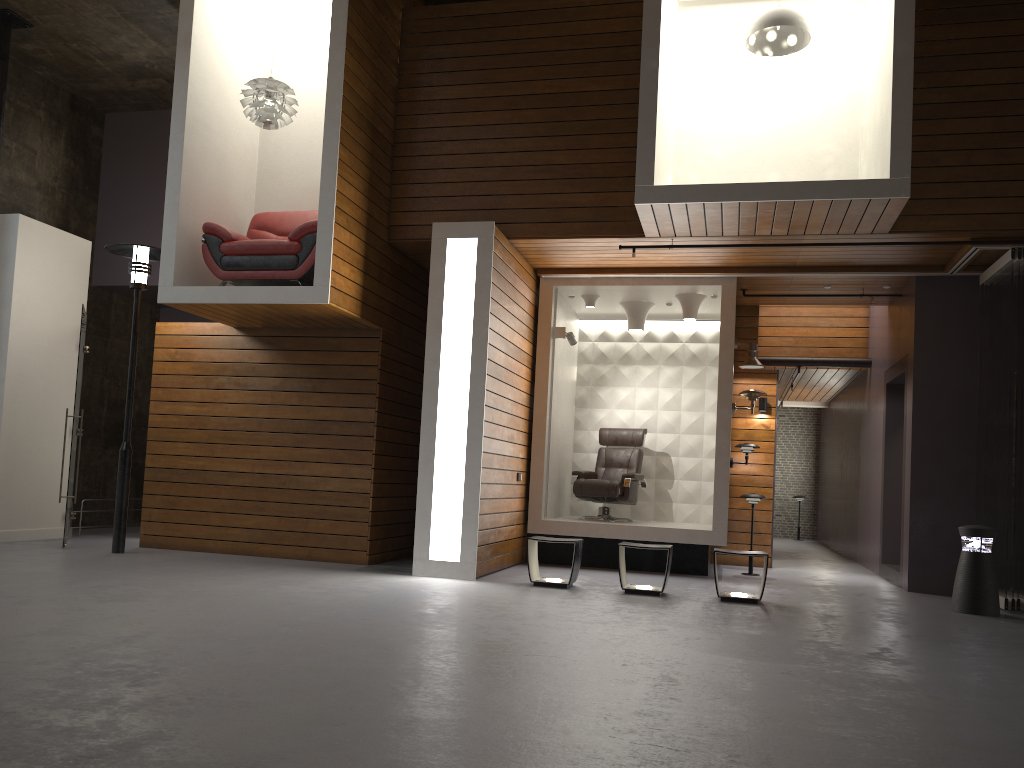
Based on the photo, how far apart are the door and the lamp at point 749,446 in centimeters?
687cm

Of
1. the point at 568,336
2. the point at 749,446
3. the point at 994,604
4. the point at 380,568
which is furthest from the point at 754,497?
the point at 380,568

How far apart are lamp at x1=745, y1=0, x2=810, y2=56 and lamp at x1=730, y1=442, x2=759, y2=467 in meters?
4.2

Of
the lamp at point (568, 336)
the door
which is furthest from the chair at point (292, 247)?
the lamp at point (568, 336)

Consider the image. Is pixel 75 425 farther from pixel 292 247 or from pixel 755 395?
pixel 755 395

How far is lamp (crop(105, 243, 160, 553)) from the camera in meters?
8.1

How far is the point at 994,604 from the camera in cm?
685

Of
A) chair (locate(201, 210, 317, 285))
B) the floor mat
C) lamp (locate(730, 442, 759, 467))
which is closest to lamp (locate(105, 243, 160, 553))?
chair (locate(201, 210, 317, 285))

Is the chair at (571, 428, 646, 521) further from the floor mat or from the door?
the door

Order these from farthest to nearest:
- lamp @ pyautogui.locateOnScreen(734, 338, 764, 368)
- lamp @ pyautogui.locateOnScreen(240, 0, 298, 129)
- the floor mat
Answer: lamp @ pyautogui.locateOnScreen(734, 338, 764, 368) < the floor mat < lamp @ pyautogui.locateOnScreen(240, 0, 298, 129)
